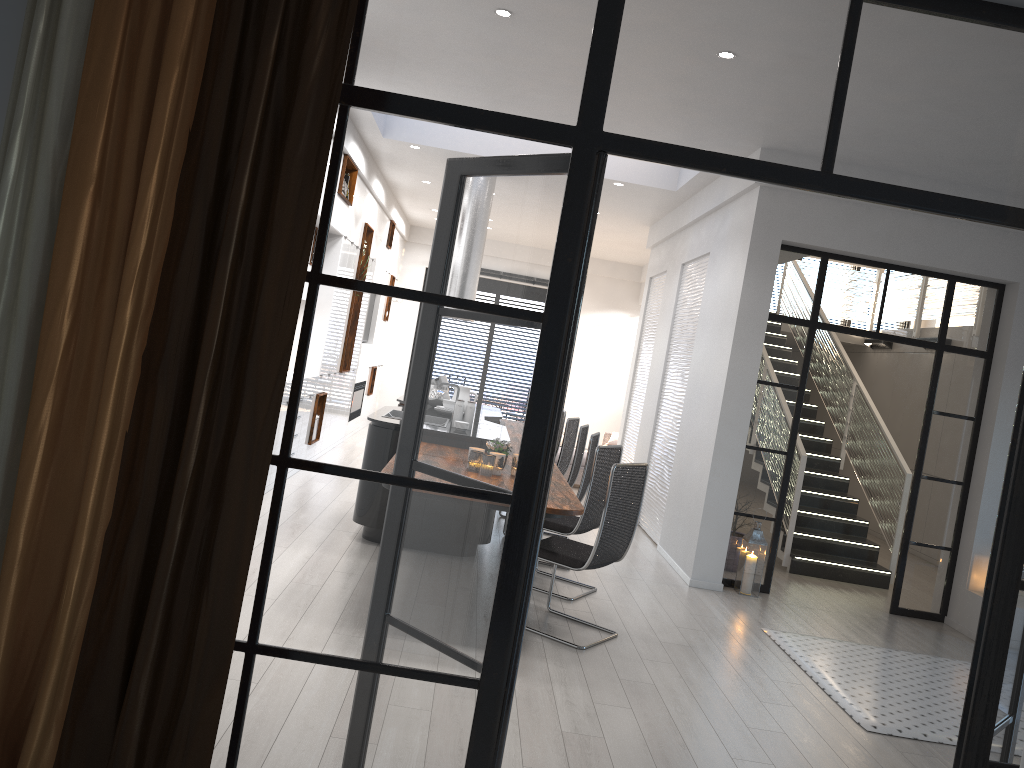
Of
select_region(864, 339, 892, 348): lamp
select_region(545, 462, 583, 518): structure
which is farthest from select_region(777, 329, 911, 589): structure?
select_region(545, 462, 583, 518): structure

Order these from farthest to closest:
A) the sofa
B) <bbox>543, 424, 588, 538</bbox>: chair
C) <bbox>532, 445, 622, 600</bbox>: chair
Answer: the sofa < <bbox>543, 424, 588, 538</bbox>: chair < <bbox>532, 445, 622, 600</bbox>: chair

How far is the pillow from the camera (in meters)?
12.85

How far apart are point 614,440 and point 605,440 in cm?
26

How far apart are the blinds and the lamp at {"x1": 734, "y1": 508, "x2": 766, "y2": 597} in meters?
5.3

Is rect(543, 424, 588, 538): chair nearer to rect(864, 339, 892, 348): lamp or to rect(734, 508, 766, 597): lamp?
rect(734, 508, 766, 597): lamp

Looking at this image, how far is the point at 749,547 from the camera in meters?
6.7 m

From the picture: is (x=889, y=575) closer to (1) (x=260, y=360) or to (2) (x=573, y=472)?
(2) (x=573, y=472)

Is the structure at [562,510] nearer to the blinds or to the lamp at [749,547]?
the lamp at [749,547]

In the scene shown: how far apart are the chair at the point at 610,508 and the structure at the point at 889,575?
3.4 meters
